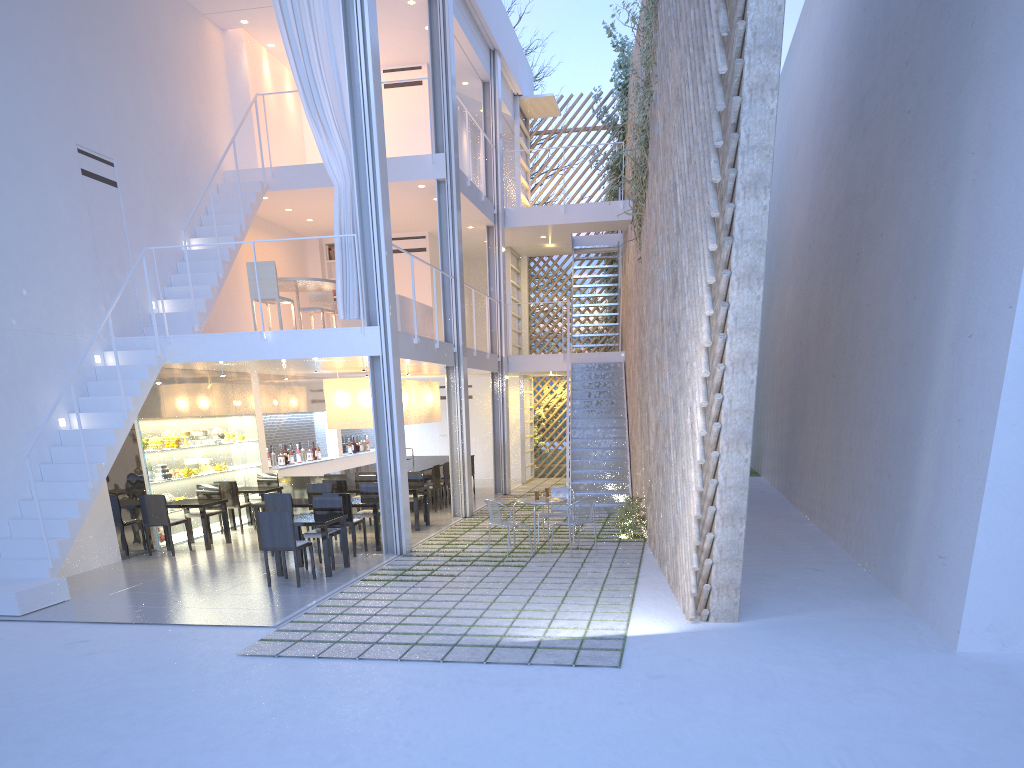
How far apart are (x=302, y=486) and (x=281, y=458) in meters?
0.6

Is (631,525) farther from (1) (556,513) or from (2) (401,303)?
(2) (401,303)

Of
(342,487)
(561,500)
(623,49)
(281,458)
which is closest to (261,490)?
(342,487)

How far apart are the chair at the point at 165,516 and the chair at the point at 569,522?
2.76m

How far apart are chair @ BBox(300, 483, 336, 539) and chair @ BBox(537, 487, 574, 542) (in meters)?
1.65

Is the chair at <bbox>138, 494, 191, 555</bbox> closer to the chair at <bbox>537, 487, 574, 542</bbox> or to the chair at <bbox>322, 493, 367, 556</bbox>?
the chair at <bbox>322, 493, 367, 556</bbox>

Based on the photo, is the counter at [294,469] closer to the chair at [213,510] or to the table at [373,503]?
the chair at [213,510]

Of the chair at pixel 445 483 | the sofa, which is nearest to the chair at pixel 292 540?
the sofa

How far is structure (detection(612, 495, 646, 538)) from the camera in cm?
592

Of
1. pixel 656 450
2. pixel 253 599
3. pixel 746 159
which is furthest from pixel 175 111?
pixel 746 159
